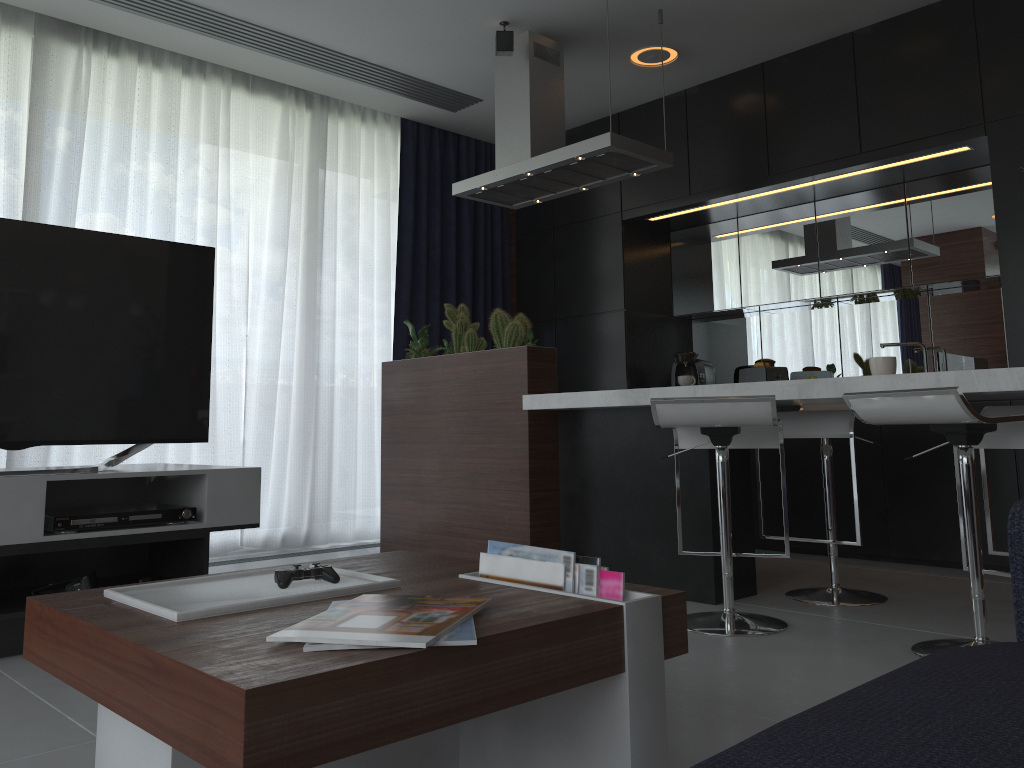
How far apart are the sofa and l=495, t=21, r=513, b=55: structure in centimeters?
332cm

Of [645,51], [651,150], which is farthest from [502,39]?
[651,150]

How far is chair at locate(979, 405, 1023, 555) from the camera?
2.8 meters

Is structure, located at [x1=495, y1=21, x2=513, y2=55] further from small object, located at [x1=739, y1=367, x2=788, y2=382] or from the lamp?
small object, located at [x1=739, y1=367, x2=788, y2=382]

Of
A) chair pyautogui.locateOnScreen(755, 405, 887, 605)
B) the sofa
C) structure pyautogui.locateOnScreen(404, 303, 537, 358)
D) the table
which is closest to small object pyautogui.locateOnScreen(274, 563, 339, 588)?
the table

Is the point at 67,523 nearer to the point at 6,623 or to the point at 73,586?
the point at 73,586

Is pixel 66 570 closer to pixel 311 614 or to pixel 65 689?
pixel 65 689

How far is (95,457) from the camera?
4.1 meters

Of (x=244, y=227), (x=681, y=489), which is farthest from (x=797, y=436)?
(x=244, y=227)

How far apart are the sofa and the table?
0.4m
